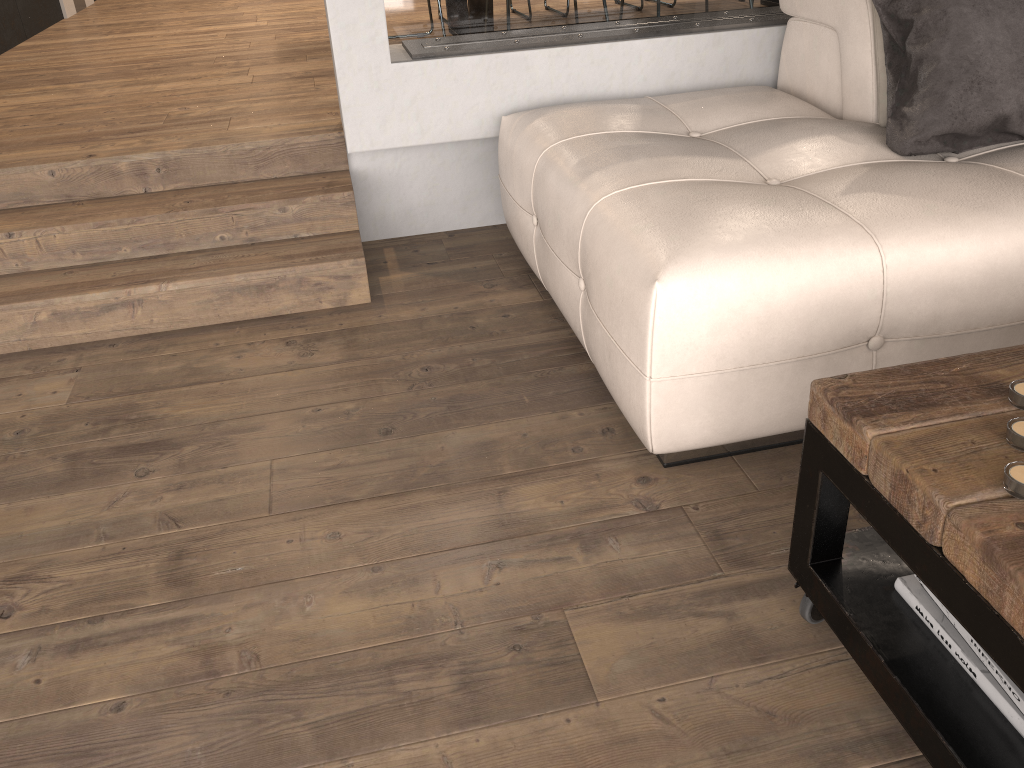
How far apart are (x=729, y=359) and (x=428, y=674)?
0.8m

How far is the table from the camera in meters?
1.0

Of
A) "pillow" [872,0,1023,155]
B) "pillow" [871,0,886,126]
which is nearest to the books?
"pillow" [872,0,1023,155]

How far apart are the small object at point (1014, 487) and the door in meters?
6.7

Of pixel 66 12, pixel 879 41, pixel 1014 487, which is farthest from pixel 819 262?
pixel 66 12

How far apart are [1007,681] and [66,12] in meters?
6.9

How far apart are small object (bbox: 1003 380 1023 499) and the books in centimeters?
→ 26cm

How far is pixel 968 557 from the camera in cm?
97

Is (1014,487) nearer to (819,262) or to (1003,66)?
(819,262)

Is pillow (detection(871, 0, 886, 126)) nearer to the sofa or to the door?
the sofa
